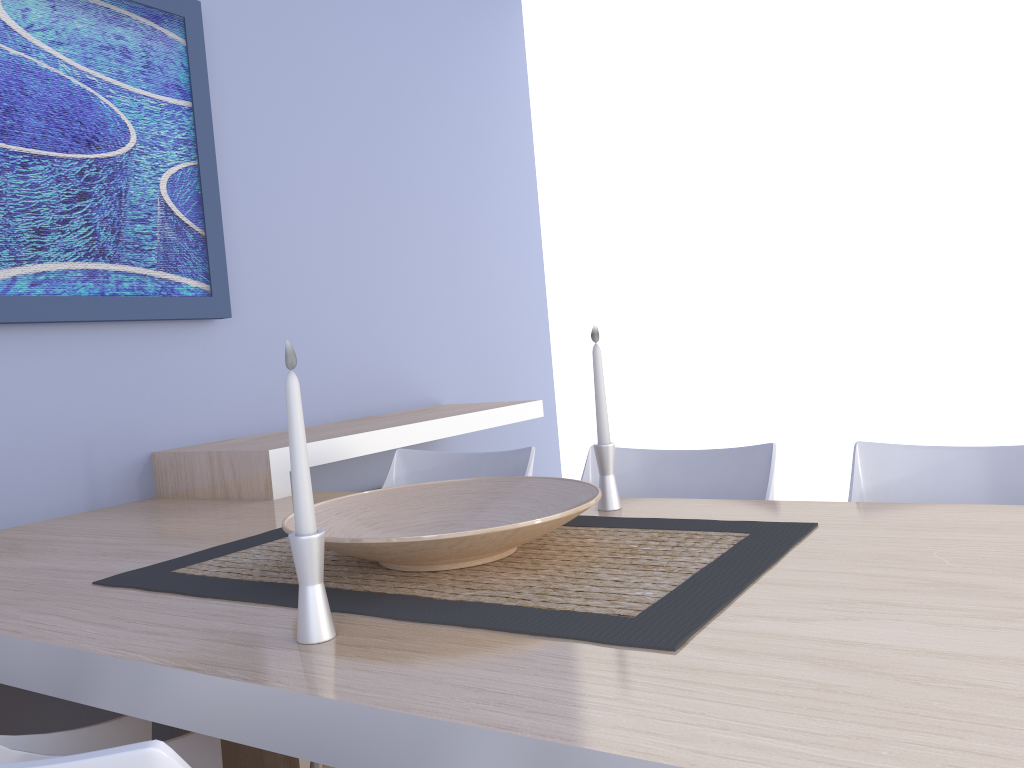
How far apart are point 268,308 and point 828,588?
2.11m

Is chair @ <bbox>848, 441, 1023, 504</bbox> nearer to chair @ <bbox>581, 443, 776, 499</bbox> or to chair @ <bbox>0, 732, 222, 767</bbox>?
chair @ <bbox>581, 443, 776, 499</bbox>

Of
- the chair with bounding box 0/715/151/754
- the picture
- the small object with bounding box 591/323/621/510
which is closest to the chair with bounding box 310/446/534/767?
the small object with bounding box 591/323/621/510

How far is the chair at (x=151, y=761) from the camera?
0.59m

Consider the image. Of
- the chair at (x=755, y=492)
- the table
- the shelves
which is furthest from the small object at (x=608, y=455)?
the shelves

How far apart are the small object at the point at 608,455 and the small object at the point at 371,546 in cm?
14

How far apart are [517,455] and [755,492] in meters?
0.6 m

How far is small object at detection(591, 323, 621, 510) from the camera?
1.6 meters

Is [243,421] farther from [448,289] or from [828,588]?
[828,588]

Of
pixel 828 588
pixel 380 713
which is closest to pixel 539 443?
pixel 828 588
